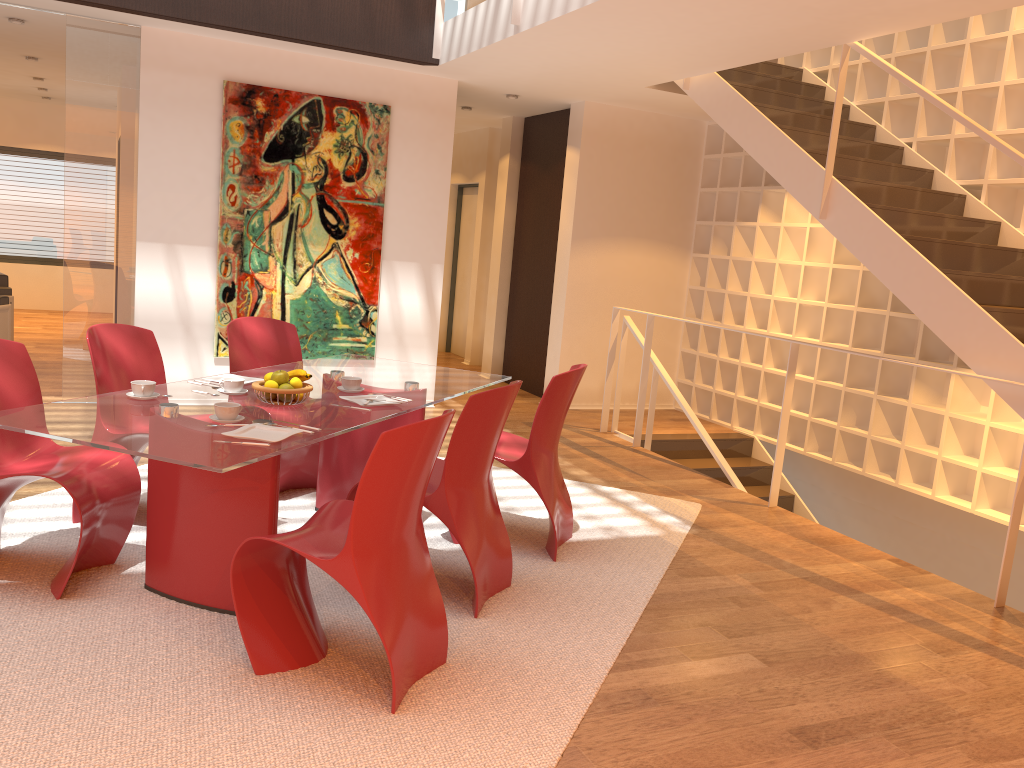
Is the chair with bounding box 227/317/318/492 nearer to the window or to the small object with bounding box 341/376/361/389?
the small object with bounding box 341/376/361/389

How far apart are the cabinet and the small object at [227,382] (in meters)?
3.21

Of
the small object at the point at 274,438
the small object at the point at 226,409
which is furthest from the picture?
the small object at the point at 274,438

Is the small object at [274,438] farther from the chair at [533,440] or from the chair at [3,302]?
the chair at [3,302]

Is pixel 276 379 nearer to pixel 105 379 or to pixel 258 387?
pixel 258 387

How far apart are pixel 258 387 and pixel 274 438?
0.6m

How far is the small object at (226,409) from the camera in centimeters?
304cm

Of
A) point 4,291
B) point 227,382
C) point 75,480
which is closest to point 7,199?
point 4,291

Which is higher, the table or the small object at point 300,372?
the small object at point 300,372

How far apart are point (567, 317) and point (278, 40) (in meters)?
3.28
